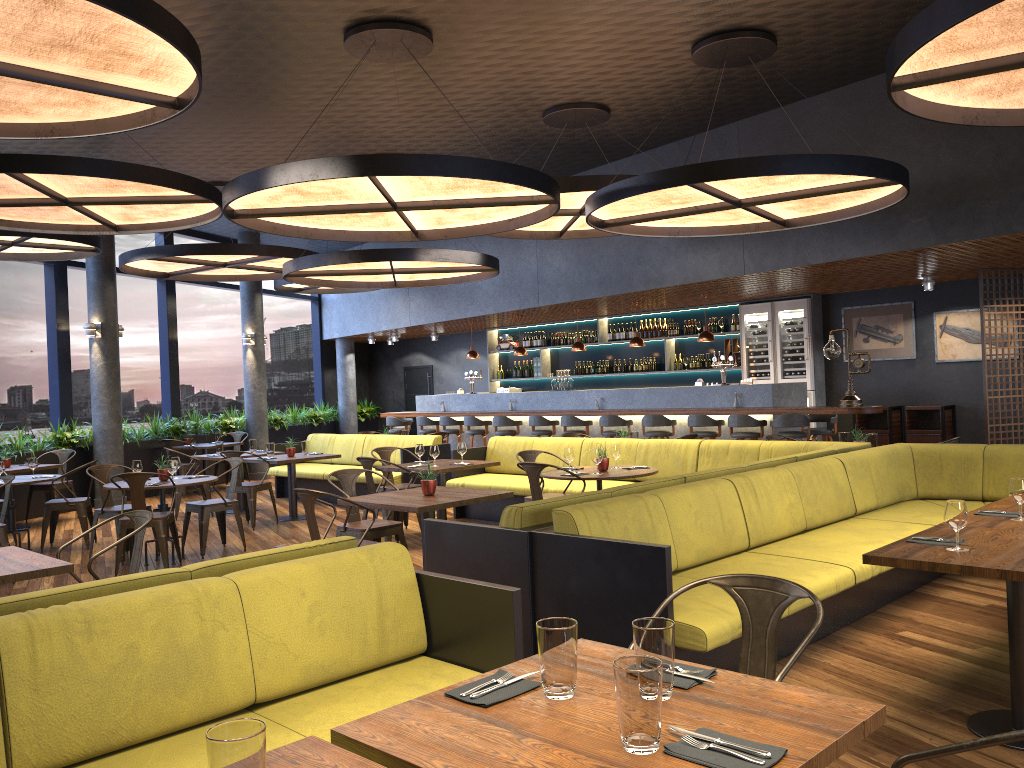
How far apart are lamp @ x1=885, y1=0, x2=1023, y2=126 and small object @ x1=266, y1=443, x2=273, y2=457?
8.1m

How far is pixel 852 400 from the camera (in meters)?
10.52

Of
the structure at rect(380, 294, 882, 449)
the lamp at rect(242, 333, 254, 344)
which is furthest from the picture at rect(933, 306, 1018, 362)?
the lamp at rect(242, 333, 254, 344)

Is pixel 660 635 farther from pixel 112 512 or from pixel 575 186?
pixel 112 512

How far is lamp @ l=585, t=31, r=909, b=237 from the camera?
6.7m

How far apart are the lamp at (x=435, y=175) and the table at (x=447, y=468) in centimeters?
227cm

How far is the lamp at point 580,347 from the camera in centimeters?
1409cm

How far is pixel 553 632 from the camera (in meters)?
2.12

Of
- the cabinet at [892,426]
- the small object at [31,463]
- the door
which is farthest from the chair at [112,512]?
the door

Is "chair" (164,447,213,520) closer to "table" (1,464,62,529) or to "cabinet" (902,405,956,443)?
"table" (1,464,62,529)
